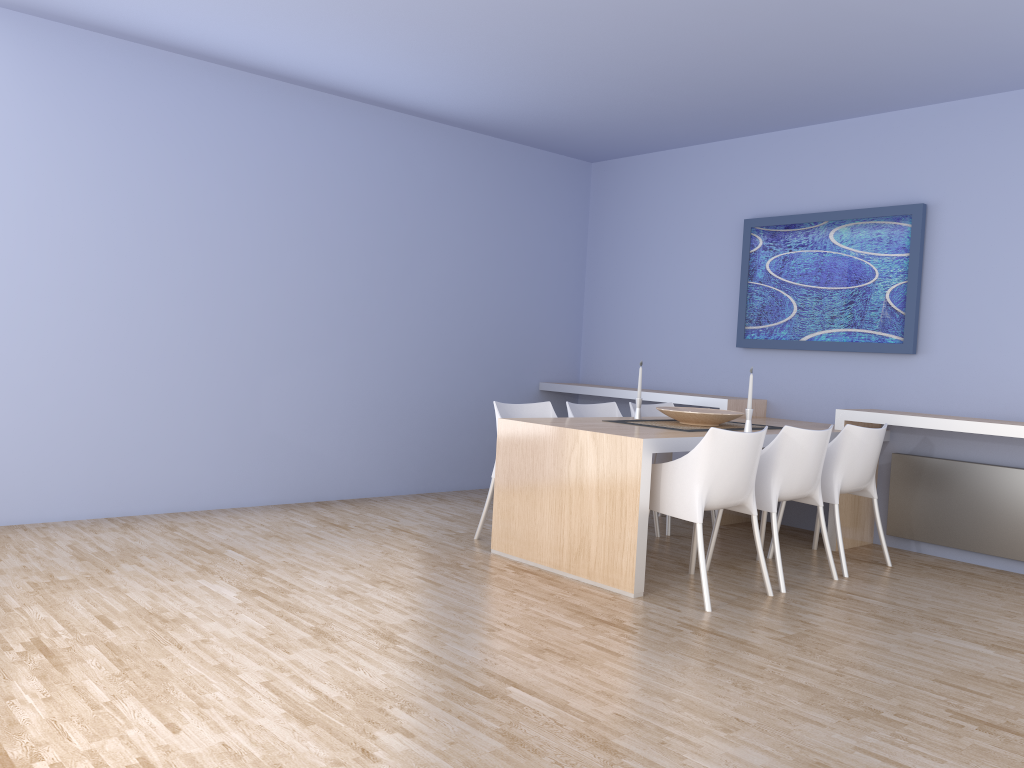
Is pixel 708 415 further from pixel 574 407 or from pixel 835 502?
pixel 574 407

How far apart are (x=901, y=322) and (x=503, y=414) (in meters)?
2.50

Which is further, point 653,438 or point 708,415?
point 708,415

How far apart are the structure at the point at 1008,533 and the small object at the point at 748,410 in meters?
1.3 m

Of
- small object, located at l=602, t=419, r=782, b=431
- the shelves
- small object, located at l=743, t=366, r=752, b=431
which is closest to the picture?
the shelves

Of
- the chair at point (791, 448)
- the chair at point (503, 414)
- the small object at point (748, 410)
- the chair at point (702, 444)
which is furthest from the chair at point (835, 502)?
the chair at point (503, 414)

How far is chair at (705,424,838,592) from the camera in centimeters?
430cm

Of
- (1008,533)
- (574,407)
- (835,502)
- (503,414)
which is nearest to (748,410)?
(835,502)

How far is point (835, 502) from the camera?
4.68m

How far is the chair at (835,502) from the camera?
4.68m
